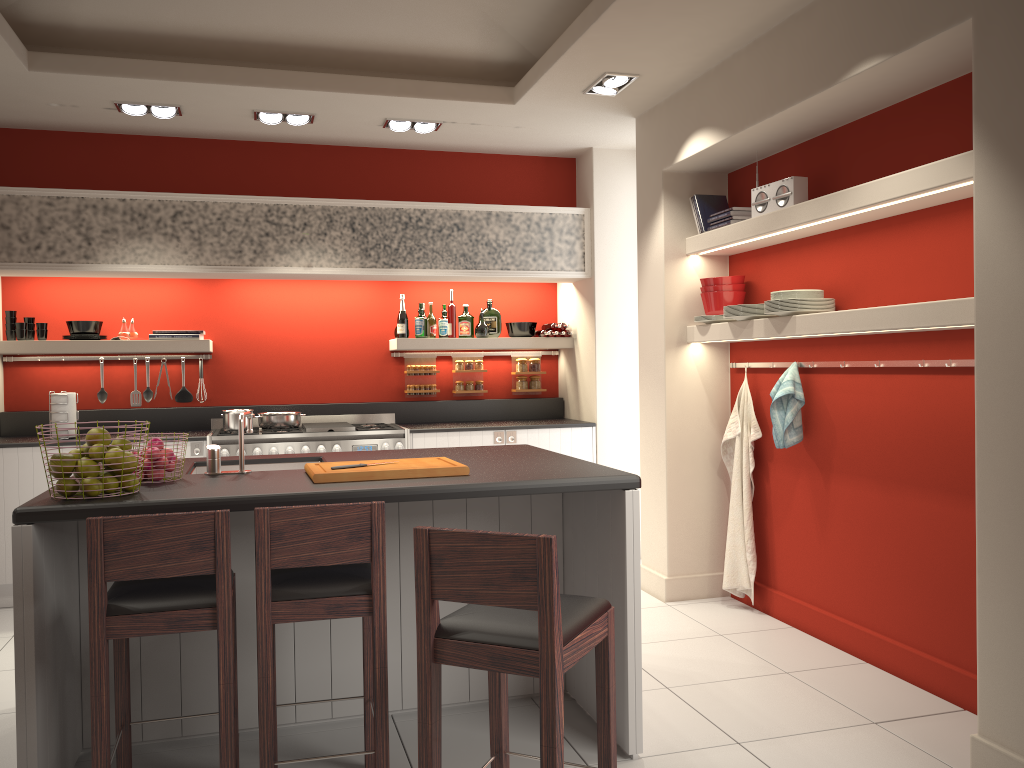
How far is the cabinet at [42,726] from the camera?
2.7 meters

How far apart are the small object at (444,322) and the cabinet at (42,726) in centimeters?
312cm

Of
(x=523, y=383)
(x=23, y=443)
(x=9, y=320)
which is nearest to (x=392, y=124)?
(x=523, y=383)

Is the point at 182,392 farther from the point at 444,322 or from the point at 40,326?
the point at 444,322

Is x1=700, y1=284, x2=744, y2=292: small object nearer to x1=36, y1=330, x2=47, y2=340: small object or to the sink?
the sink

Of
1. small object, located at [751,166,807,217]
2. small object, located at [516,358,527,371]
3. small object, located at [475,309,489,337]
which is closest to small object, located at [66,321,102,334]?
small object, located at [475,309,489,337]

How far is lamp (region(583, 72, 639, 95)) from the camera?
4.83m

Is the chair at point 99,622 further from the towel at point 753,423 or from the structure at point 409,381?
the structure at point 409,381

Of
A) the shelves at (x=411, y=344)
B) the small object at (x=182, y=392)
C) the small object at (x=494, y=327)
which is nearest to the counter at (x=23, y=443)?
the small object at (x=182, y=392)

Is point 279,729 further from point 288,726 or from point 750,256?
point 750,256
